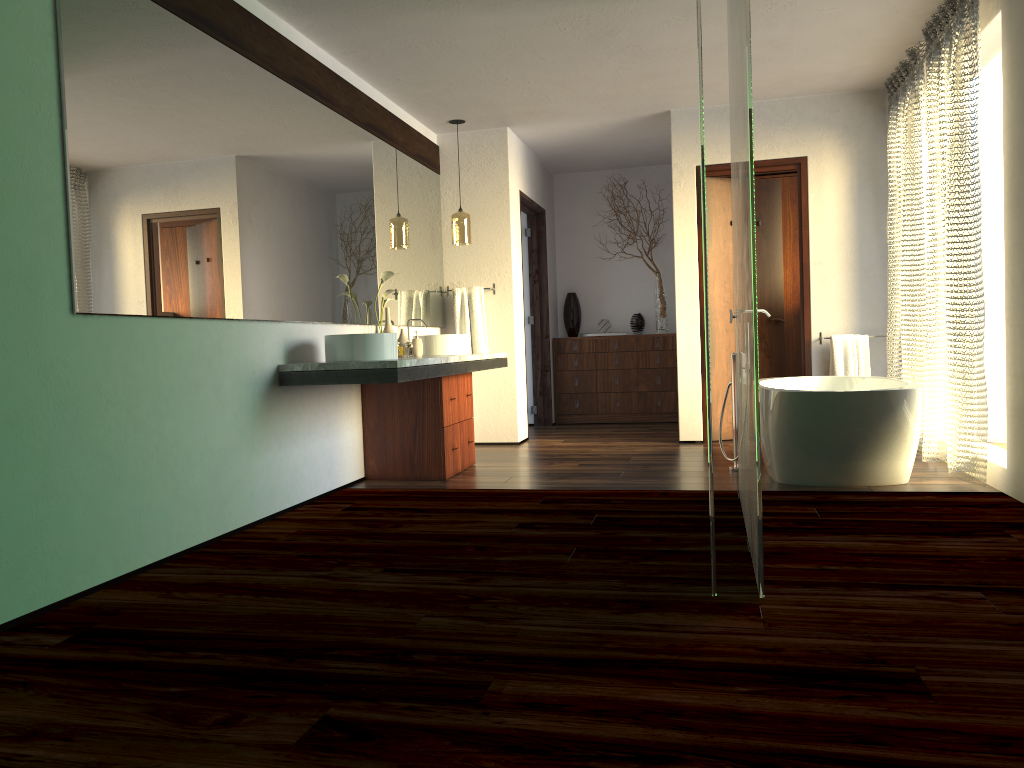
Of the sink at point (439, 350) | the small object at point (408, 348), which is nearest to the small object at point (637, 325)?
the sink at point (439, 350)

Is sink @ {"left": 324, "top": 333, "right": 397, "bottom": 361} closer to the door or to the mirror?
the mirror

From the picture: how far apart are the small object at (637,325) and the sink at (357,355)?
4.2m

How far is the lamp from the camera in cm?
626

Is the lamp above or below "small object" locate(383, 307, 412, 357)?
above

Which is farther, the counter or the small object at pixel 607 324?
the small object at pixel 607 324

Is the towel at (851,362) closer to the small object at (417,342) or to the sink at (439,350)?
the sink at (439,350)

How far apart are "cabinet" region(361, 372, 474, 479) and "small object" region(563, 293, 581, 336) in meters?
2.9 m

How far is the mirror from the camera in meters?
2.9 m

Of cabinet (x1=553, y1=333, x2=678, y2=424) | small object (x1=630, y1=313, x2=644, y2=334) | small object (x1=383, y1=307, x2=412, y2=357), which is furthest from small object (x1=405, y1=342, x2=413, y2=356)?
small object (x1=383, y1=307, x2=412, y2=357)
